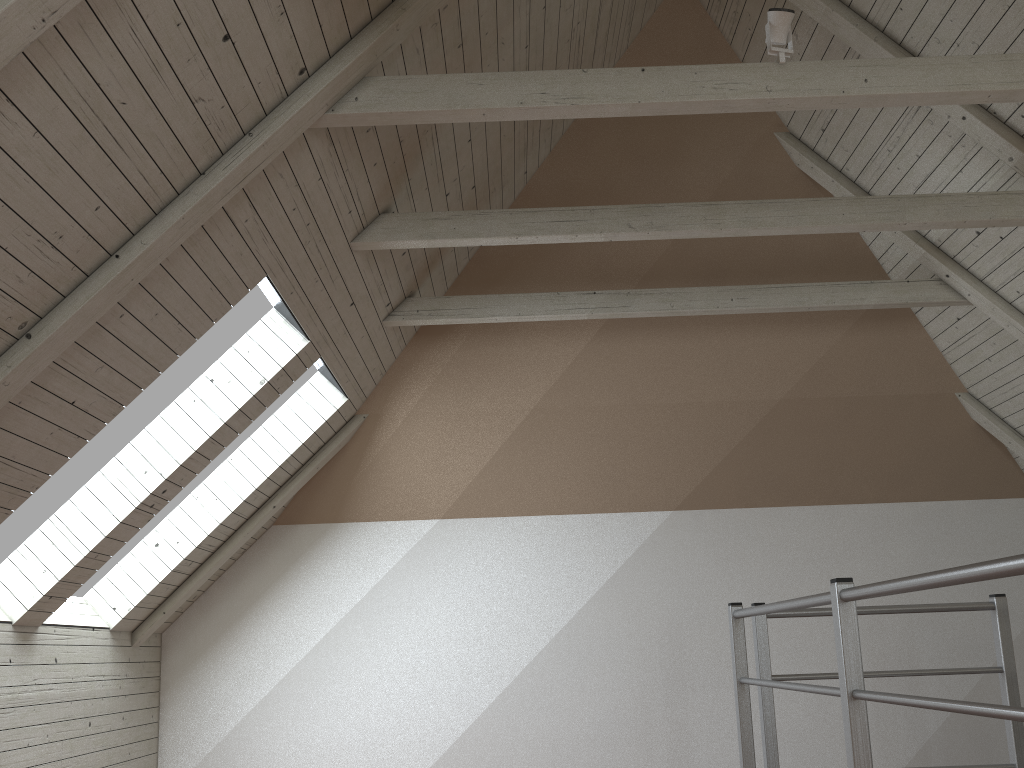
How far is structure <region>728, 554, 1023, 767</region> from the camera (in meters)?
1.09

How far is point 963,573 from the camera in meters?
1.1

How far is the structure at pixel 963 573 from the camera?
1.1m

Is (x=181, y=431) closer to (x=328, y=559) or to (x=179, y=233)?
(x=179, y=233)
